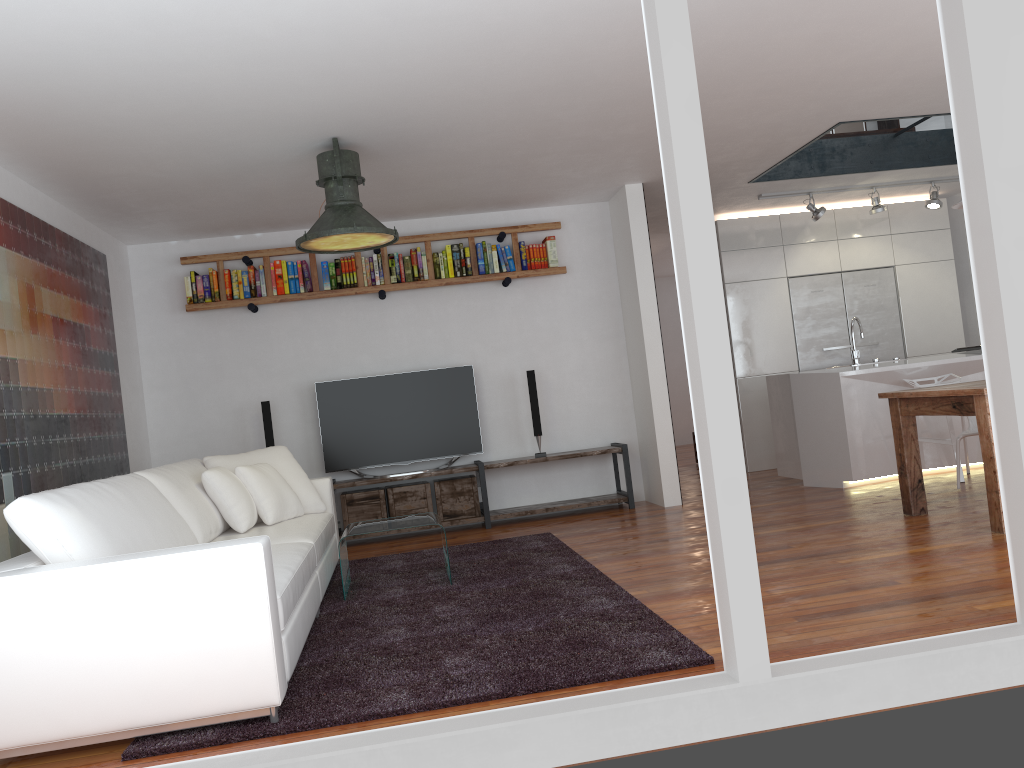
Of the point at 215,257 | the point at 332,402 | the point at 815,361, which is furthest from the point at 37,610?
the point at 815,361

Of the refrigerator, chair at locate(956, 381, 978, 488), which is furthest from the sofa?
the refrigerator

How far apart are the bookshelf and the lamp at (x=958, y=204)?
2.99m

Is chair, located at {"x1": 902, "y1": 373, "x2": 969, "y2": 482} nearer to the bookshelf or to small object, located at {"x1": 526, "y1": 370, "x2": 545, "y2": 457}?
small object, located at {"x1": 526, "y1": 370, "x2": 545, "y2": 457}

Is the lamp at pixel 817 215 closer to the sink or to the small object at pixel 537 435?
the sink

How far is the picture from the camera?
4.5 meters

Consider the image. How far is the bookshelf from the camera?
6.8m

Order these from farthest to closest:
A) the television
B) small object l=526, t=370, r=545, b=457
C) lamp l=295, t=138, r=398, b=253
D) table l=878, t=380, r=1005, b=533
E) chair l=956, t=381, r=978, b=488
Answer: small object l=526, t=370, r=545, b=457
the television
chair l=956, t=381, r=978, b=488
lamp l=295, t=138, r=398, b=253
table l=878, t=380, r=1005, b=533

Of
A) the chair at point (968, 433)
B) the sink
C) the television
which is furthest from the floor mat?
the sink

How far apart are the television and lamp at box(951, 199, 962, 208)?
3.6m
